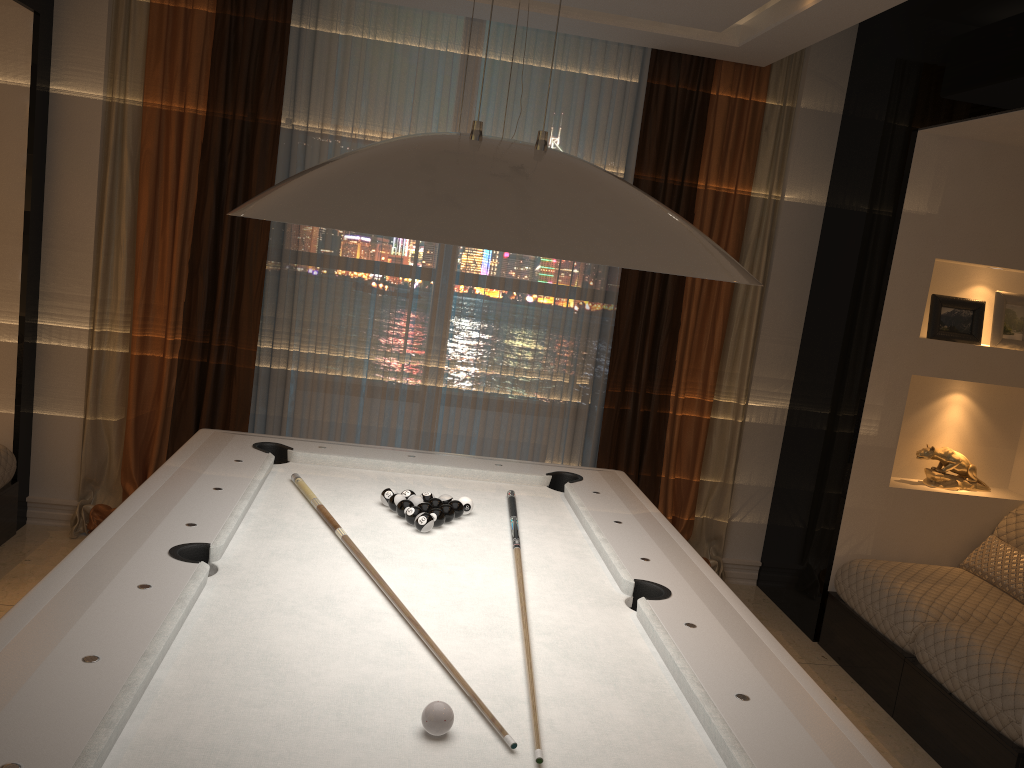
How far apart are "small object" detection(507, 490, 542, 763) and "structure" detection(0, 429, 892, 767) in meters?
0.0

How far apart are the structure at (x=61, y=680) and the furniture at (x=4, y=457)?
1.3m

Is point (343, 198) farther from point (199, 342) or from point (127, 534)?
point (199, 342)

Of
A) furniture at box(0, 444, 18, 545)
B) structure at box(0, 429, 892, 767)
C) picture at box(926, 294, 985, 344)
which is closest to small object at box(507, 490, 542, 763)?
structure at box(0, 429, 892, 767)

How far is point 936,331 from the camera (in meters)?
3.98

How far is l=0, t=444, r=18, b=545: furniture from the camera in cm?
394

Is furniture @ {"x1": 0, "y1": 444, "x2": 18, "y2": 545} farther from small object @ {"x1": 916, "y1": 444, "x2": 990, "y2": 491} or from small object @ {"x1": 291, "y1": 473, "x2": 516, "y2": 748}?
small object @ {"x1": 916, "y1": 444, "x2": 990, "y2": 491}

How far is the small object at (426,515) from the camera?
2.6m

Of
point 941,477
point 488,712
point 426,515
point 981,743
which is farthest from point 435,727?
point 941,477

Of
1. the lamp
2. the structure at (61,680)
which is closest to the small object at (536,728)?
the structure at (61,680)
